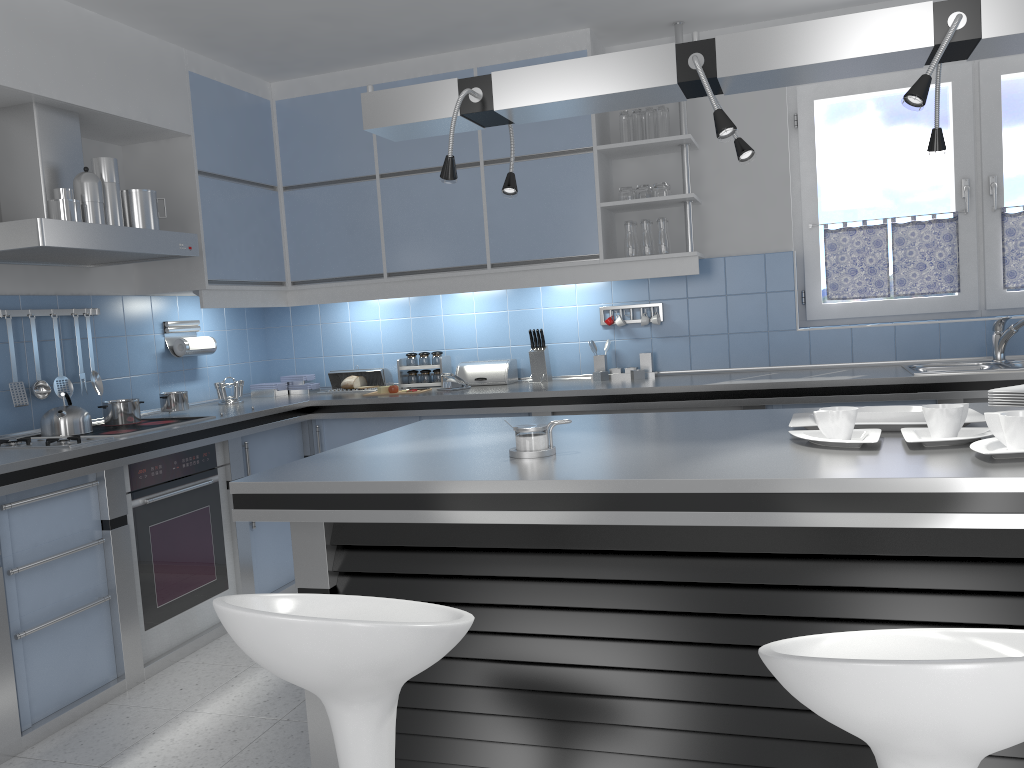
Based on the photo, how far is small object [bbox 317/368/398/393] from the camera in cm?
510

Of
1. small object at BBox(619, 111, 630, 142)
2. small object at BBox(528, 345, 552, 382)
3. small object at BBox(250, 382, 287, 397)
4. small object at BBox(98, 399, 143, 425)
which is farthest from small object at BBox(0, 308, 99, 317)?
small object at BBox(619, 111, 630, 142)

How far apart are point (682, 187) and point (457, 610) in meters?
3.5

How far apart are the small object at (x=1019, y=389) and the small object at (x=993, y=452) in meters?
0.6

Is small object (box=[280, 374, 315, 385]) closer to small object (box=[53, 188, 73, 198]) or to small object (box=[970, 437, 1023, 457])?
small object (box=[53, 188, 73, 198])

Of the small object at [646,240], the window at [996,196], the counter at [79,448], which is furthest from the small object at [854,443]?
the window at [996,196]

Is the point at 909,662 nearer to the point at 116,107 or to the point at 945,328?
the point at 945,328

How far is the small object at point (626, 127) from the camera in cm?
444

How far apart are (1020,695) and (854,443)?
1.1 meters

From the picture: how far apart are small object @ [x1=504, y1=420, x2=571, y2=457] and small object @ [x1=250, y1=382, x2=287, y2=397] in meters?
3.1 m
